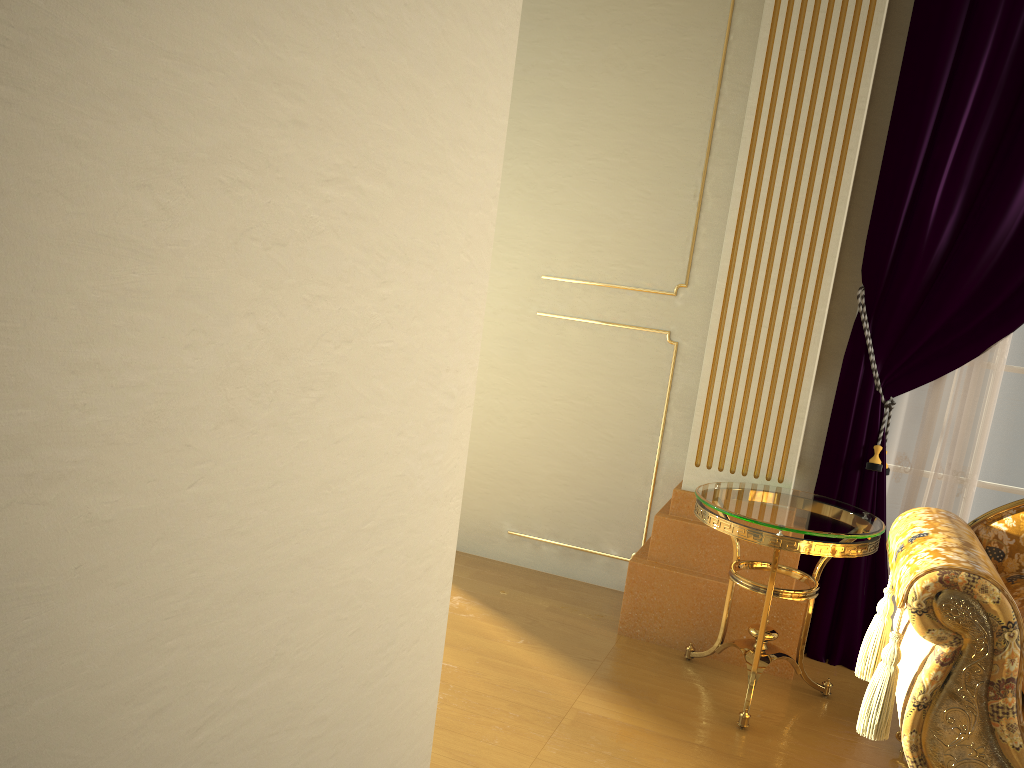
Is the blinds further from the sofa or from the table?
the sofa

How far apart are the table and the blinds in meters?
0.3

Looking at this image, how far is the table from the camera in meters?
2.5

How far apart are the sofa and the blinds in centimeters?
57cm

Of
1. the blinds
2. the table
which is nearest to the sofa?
the table

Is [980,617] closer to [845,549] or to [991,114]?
[845,549]

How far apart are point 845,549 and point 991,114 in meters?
1.5

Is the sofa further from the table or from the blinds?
the blinds

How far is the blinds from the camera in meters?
2.9

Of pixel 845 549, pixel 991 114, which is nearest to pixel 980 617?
pixel 845 549
